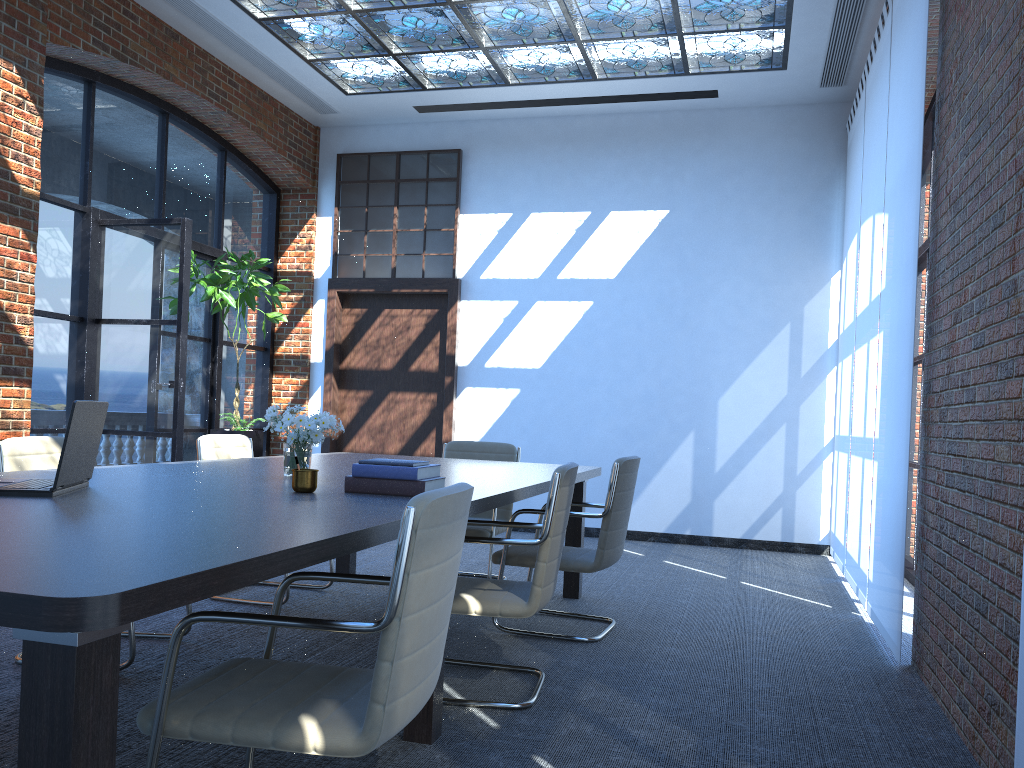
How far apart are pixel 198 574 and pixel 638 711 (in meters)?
2.28

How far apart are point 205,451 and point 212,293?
2.8m

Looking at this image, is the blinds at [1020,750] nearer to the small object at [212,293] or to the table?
the table

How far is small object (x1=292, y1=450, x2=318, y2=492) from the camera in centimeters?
298cm

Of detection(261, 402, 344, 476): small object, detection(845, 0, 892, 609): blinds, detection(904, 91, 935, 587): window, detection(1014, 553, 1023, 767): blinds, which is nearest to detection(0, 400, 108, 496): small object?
detection(261, 402, 344, 476): small object

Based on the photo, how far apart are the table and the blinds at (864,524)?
1.7 meters

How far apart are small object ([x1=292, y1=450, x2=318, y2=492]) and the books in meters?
0.1 m

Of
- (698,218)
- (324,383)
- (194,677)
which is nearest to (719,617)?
(194,677)

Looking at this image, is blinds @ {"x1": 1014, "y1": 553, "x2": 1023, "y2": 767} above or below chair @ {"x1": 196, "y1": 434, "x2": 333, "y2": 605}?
below

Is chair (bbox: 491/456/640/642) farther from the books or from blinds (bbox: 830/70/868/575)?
blinds (bbox: 830/70/868/575)
